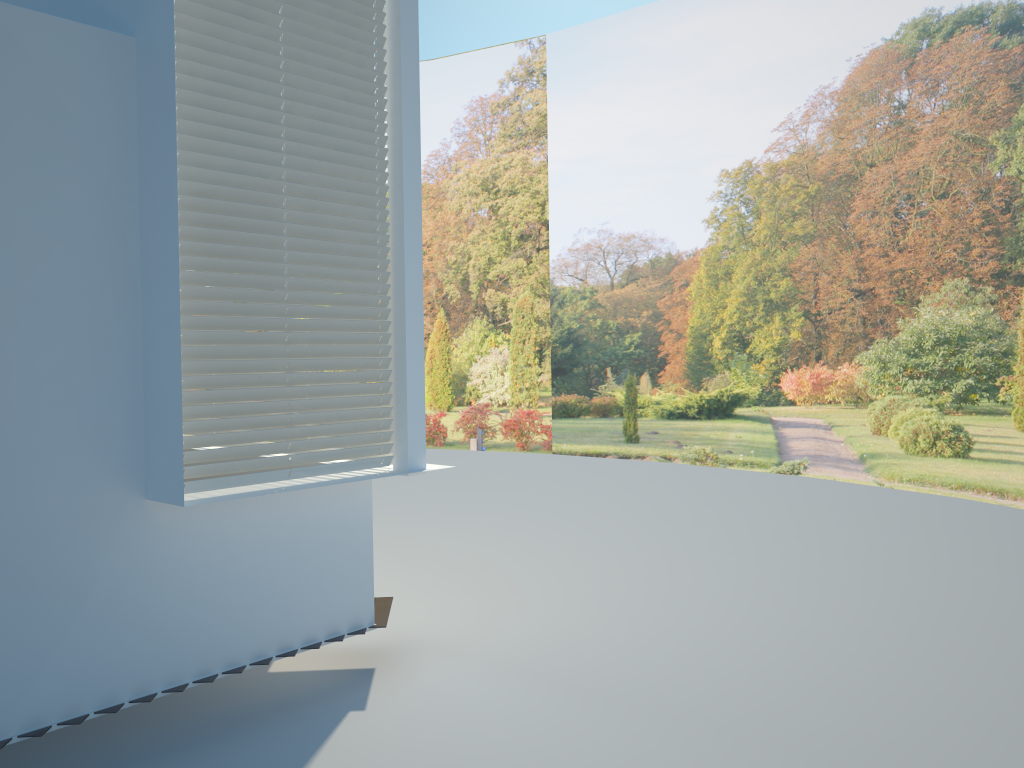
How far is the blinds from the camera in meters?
3.6 m

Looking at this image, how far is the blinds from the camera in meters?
3.6 m

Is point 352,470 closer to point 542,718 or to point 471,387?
point 542,718

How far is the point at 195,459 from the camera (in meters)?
3.60

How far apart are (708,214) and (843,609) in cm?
799
